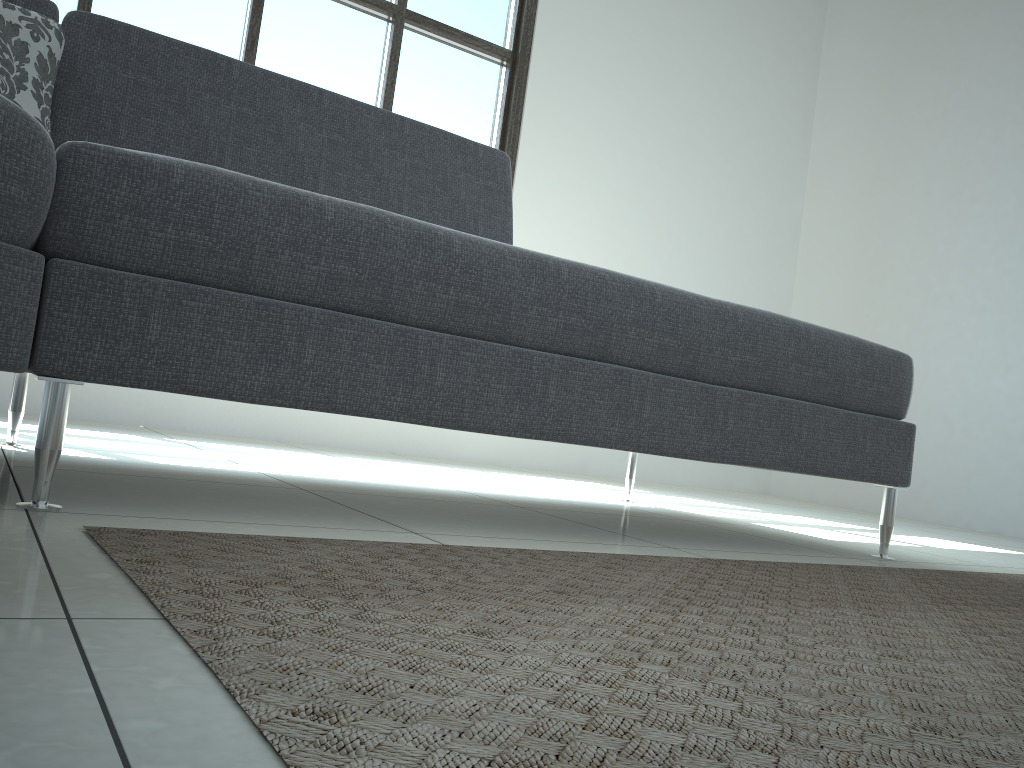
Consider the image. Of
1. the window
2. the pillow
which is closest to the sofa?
the pillow

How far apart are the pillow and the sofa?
0.1 meters

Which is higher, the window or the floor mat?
the window

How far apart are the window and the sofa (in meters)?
1.71

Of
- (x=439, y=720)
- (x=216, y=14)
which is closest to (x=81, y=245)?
(x=439, y=720)

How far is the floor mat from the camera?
0.49m

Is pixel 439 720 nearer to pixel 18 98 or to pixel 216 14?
pixel 18 98

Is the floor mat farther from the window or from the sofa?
the window

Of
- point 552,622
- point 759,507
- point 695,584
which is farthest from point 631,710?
point 759,507

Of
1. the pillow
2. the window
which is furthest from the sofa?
the window
